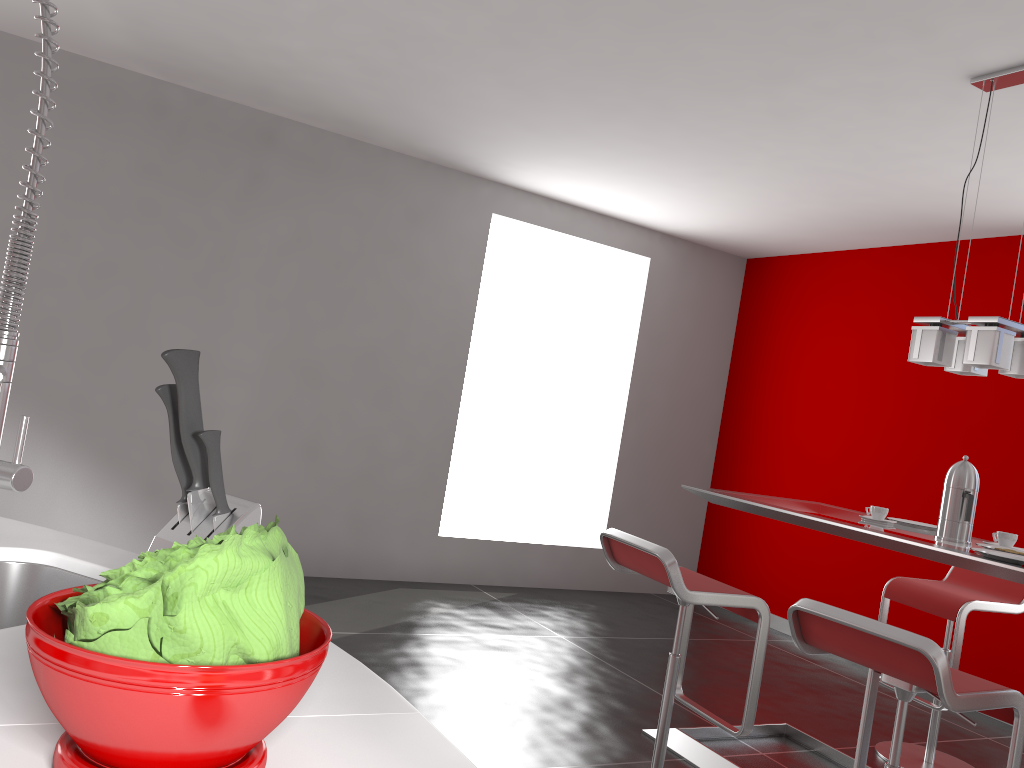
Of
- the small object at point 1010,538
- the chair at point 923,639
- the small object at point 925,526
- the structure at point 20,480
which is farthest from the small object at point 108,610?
the small object at point 925,526

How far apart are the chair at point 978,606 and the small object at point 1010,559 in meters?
1.0

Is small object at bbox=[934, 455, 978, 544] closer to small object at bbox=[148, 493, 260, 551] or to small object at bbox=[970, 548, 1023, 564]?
small object at bbox=[970, 548, 1023, 564]

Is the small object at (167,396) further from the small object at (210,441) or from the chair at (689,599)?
the chair at (689,599)

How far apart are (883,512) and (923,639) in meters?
1.4

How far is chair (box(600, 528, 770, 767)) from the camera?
2.7 meters

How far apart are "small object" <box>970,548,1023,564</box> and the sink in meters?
2.3 m

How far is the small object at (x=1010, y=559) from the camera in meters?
2.4 m

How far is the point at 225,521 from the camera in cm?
92

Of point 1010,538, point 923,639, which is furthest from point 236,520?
point 1010,538
